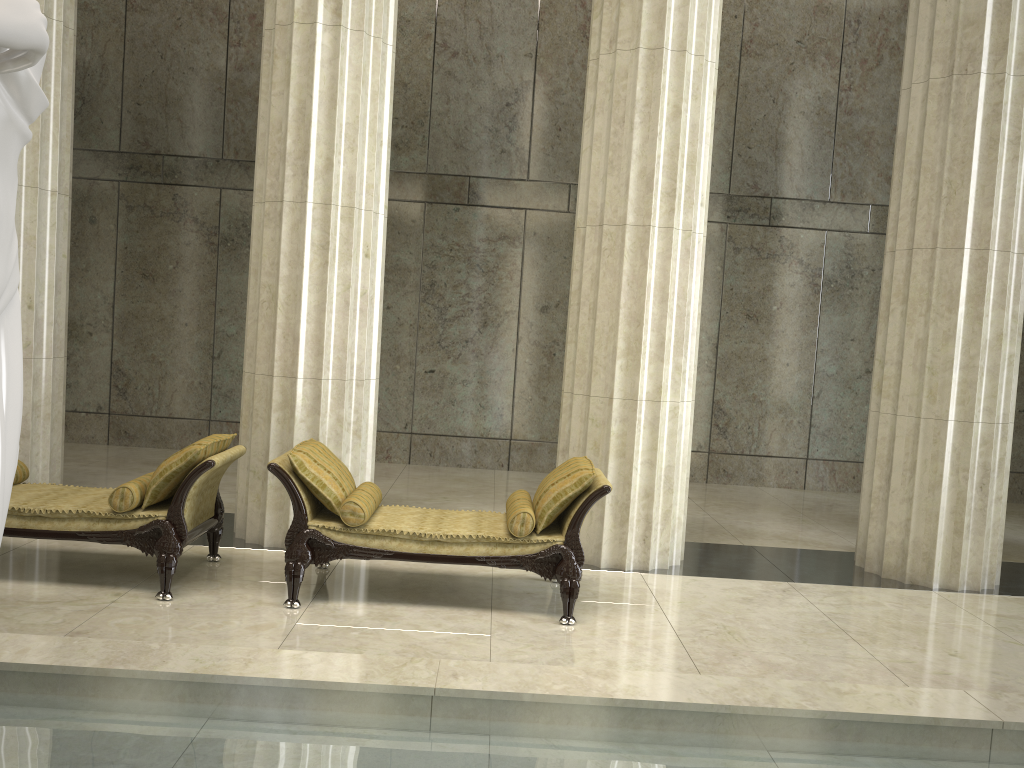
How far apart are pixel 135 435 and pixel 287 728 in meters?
8.9 m

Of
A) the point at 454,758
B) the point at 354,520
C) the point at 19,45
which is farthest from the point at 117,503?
the point at 19,45

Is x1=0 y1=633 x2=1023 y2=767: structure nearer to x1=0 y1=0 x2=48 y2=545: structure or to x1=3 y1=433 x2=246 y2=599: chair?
x1=0 y1=0 x2=48 y2=545: structure

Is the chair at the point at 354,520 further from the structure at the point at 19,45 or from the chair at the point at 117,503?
the structure at the point at 19,45

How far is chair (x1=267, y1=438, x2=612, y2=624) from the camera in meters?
5.5

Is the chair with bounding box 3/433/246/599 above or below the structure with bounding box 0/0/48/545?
below

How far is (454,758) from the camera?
3.3m

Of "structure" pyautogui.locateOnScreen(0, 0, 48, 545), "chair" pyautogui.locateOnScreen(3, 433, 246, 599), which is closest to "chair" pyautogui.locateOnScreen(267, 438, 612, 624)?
"chair" pyautogui.locateOnScreen(3, 433, 246, 599)

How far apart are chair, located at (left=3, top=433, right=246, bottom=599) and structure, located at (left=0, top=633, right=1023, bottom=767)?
1.6 meters

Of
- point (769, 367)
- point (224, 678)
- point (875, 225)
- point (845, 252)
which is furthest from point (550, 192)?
point (224, 678)
